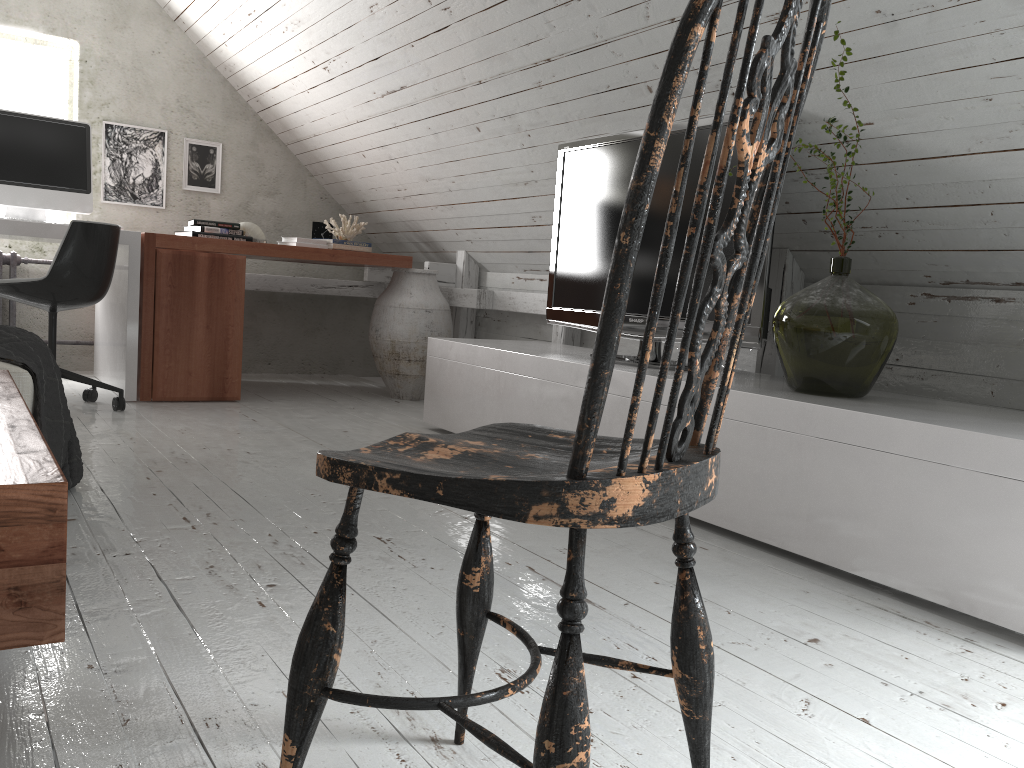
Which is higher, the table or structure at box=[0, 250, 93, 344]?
structure at box=[0, 250, 93, 344]

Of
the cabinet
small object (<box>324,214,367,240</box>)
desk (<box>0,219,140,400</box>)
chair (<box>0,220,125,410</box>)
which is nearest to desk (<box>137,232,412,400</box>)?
desk (<box>0,219,140,400</box>)

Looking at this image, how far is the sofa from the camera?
1.94m

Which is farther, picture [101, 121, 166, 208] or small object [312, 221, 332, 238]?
small object [312, 221, 332, 238]

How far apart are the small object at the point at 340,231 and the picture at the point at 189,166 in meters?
0.8 m

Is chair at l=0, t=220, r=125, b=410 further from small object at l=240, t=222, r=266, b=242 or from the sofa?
the sofa

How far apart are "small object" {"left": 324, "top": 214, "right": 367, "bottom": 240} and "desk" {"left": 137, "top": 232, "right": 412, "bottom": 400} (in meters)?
0.58

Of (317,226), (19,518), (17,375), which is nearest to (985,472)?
(19,518)

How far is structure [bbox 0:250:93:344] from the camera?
4.6 meters

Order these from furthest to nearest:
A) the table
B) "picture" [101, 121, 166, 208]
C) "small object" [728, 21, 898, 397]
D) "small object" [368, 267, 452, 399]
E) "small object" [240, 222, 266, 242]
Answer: "picture" [101, 121, 166, 208] → "small object" [240, 222, 266, 242] → "small object" [368, 267, 452, 399] → "small object" [728, 21, 898, 397] → the table
